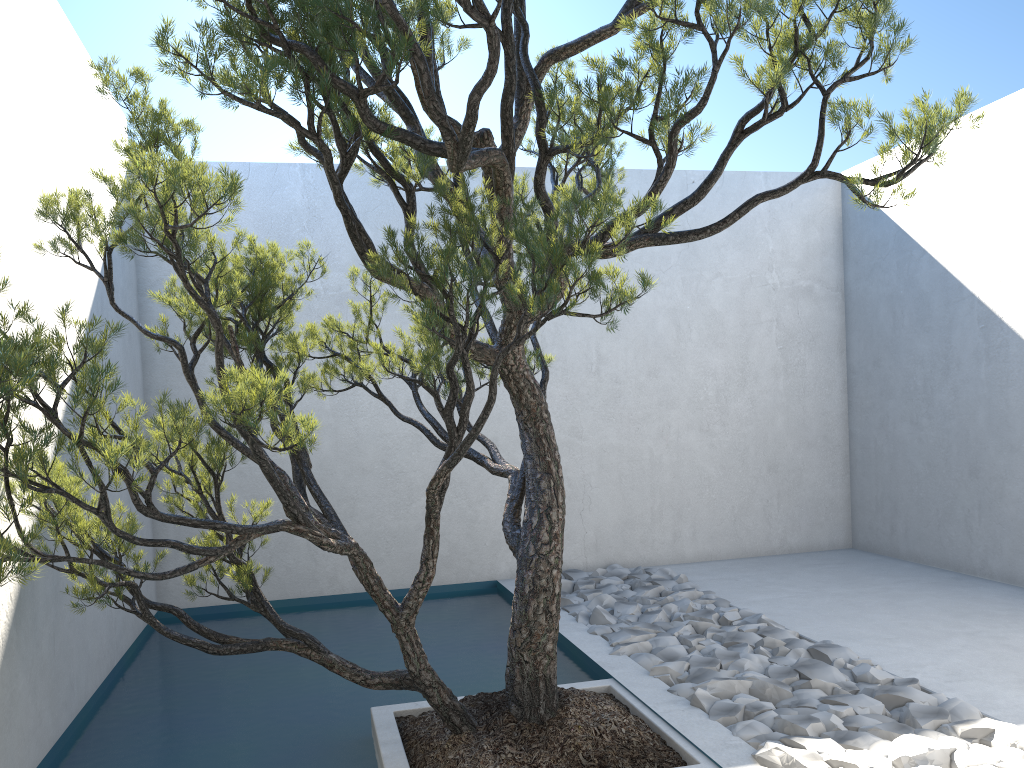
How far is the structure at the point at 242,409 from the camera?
2.0m

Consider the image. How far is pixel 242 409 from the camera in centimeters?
205cm

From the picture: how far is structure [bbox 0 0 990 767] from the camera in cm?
205
